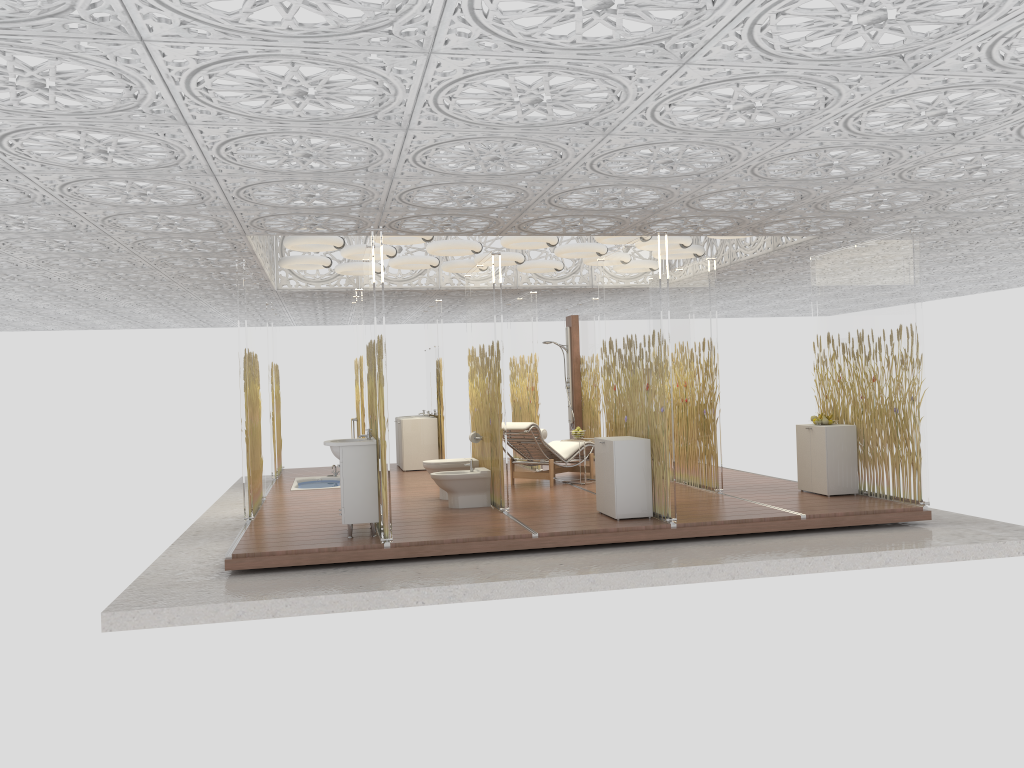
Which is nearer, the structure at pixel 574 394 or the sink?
the sink

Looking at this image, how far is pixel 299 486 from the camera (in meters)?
12.34

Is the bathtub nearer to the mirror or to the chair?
the mirror

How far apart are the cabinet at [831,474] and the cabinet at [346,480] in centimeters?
470cm

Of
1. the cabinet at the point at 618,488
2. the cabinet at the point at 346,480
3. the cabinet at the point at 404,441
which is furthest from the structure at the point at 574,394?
the cabinet at the point at 346,480

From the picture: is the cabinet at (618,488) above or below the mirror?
below

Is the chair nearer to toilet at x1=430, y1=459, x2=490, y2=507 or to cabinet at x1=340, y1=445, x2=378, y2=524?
toilet at x1=430, y1=459, x2=490, y2=507

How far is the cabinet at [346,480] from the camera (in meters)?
7.58

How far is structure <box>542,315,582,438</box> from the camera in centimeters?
1479cm

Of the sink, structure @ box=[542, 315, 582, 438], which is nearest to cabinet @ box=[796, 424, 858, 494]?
the sink
